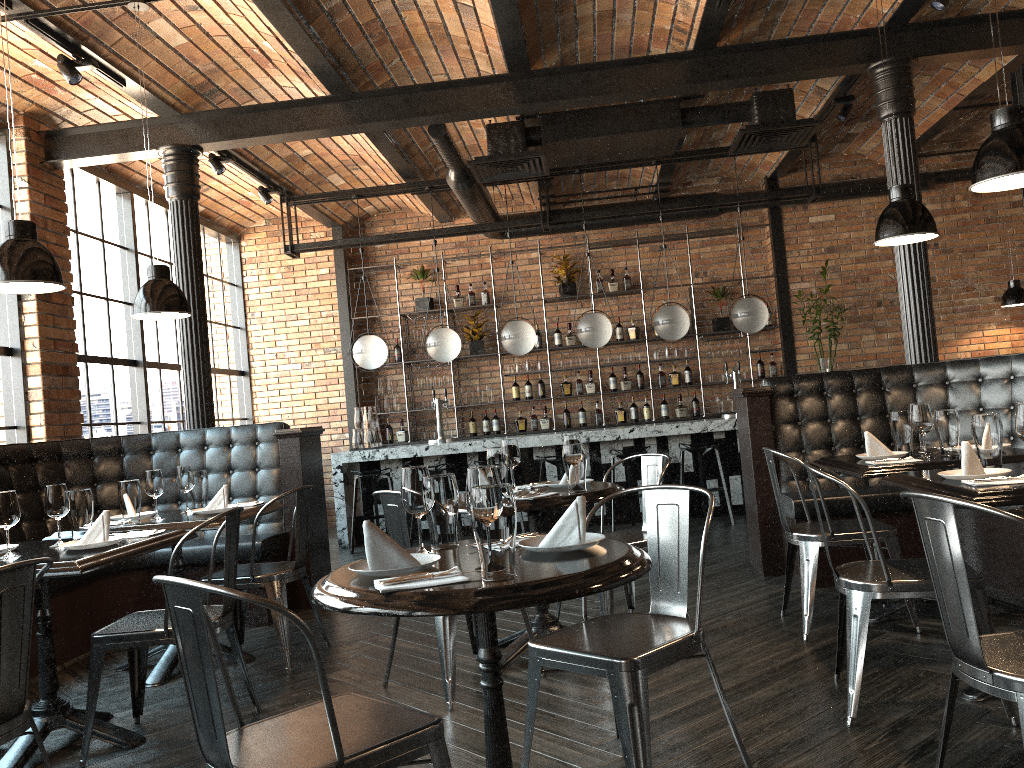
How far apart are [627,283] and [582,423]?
1.7 meters

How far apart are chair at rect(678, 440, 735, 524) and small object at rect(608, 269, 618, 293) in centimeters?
285cm

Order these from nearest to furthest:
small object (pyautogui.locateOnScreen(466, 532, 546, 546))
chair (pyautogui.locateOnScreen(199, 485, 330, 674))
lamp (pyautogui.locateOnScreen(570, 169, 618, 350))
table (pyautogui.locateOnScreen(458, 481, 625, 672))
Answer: small object (pyautogui.locateOnScreen(466, 532, 546, 546))
table (pyautogui.locateOnScreen(458, 481, 625, 672))
chair (pyautogui.locateOnScreen(199, 485, 330, 674))
lamp (pyautogui.locateOnScreen(570, 169, 618, 350))

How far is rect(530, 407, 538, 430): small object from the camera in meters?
10.3

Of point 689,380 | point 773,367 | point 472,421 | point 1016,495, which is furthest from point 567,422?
point 1016,495

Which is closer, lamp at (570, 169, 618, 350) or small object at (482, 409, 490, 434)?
lamp at (570, 169, 618, 350)

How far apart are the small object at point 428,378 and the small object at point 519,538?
7.9m

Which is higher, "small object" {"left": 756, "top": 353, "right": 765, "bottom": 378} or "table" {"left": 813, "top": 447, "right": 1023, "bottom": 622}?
"small object" {"left": 756, "top": 353, "right": 765, "bottom": 378}

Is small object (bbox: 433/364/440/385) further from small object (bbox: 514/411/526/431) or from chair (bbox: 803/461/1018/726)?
chair (bbox: 803/461/1018/726)

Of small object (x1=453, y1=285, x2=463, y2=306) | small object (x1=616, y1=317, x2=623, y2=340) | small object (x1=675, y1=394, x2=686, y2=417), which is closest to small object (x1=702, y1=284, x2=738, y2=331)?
small object (x1=675, y1=394, x2=686, y2=417)
